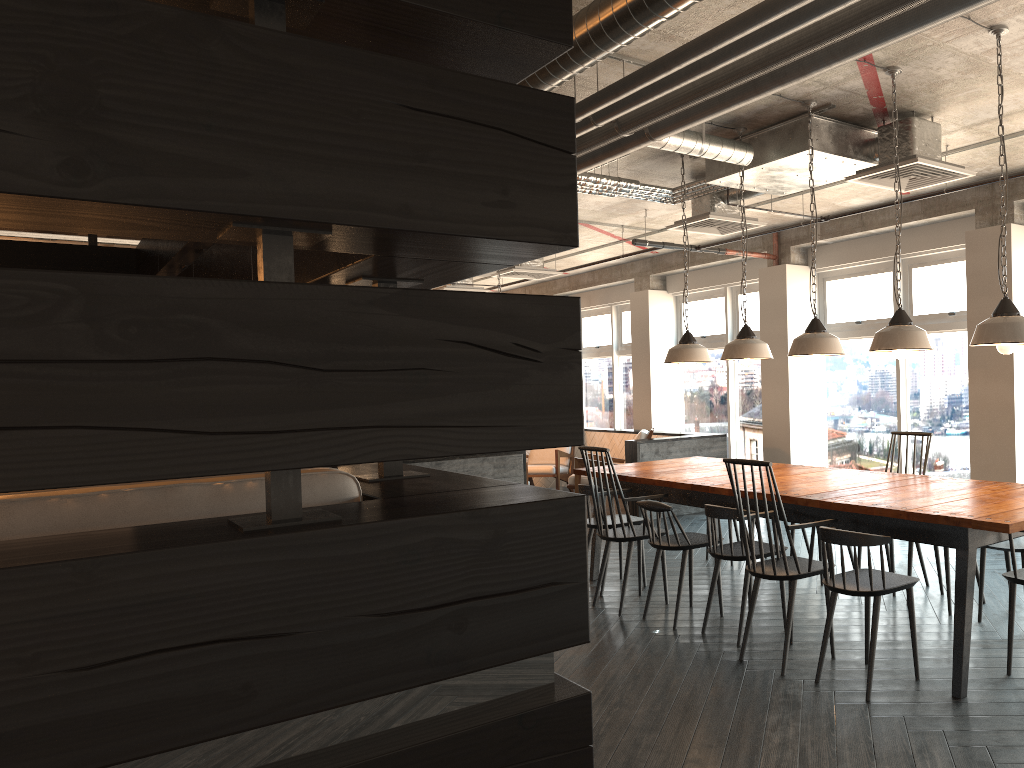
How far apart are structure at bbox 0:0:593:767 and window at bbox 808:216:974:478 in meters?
5.9

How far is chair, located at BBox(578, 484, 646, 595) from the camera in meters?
5.7 m

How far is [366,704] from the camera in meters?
1.5 m

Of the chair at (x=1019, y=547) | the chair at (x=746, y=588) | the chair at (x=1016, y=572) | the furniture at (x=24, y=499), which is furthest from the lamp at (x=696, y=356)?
the furniture at (x=24, y=499)

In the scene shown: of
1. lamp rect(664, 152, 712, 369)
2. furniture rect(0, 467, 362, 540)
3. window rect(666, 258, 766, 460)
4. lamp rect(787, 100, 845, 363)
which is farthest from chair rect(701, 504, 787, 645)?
window rect(666, 258, 766, 460)

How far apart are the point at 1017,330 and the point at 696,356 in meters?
2.4 m

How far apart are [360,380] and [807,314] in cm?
802

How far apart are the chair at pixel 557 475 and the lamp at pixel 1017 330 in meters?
6.9 m

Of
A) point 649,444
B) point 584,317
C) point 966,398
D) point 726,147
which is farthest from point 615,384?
point 726,147

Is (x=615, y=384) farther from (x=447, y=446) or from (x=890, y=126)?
(x=447, y=446)
